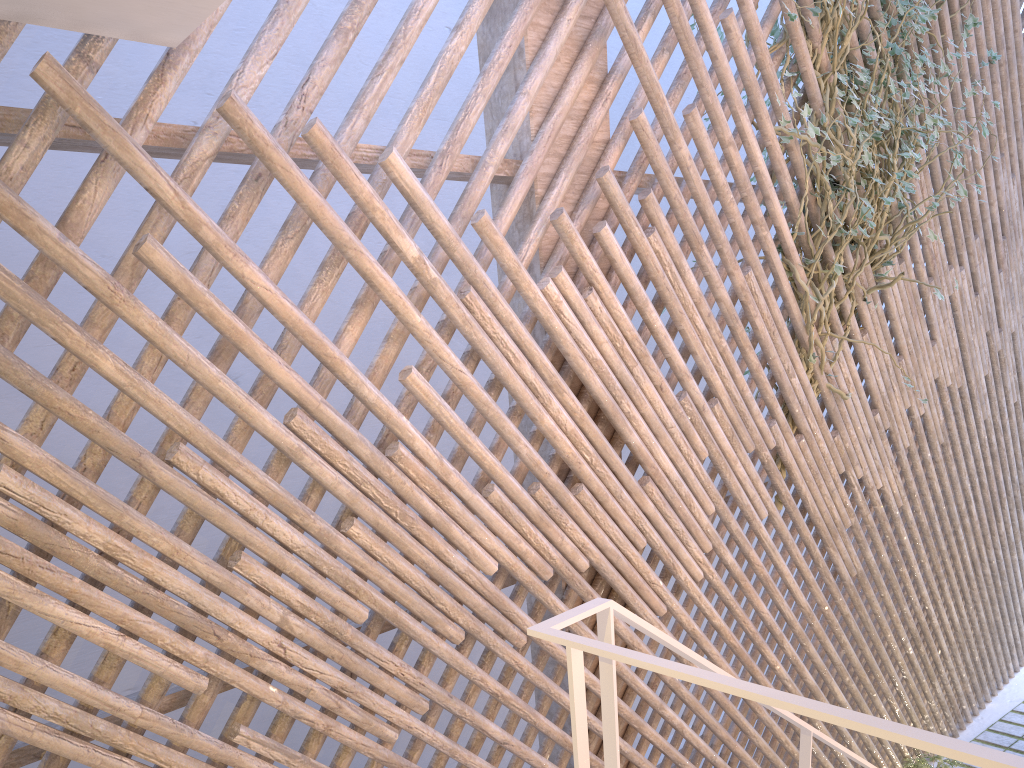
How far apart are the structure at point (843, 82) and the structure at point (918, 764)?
1.85m

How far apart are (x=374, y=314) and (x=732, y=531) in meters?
1.7

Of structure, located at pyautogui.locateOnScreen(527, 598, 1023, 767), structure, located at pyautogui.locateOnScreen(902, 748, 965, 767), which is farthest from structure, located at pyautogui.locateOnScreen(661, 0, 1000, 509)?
structure, located at pyautogui.locateOnScreen(902, 748, 965, 767)

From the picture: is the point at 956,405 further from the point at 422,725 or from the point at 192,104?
the point at 192,104

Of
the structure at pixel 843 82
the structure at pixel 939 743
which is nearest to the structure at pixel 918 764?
the structure at pixel 843 82

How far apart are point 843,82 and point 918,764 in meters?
2.8 m

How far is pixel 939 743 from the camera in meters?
0.6

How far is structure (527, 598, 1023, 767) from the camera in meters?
0.6 m

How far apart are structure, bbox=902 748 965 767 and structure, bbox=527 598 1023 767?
2.4 meters

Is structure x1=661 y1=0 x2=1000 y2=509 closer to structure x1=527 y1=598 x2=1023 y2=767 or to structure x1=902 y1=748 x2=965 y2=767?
structure x1=527 y1=598 x2=1023 y2=767
